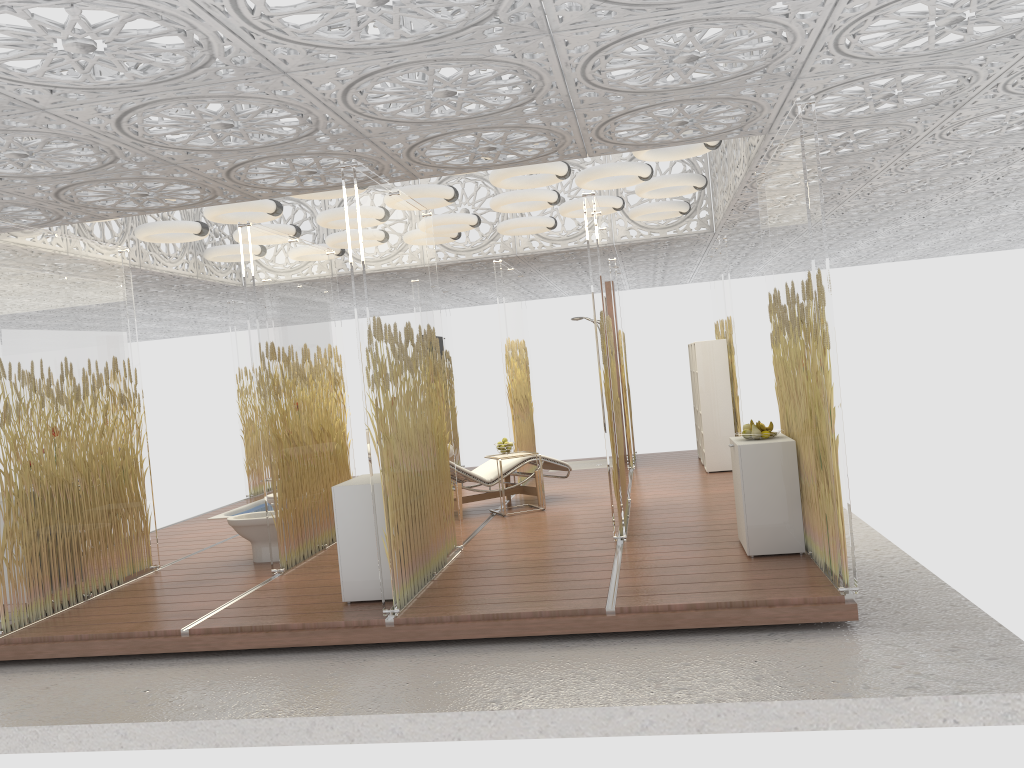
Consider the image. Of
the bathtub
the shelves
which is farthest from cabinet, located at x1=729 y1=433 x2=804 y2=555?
the bathtub

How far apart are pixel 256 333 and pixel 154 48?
3.14m

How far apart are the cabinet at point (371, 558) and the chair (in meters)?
2.52

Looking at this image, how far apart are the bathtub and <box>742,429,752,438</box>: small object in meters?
6.7

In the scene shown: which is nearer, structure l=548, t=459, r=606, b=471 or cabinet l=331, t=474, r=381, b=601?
cabinet l=331, t=474, r=381, b=601

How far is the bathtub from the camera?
10.6 meters

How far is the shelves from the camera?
9.84m

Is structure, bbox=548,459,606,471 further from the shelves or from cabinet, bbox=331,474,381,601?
cabinet, bbox=331,474,381,601

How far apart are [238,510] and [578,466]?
4.41m

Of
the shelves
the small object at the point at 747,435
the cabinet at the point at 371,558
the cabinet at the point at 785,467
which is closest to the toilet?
the cabinet at the point at 371,558
